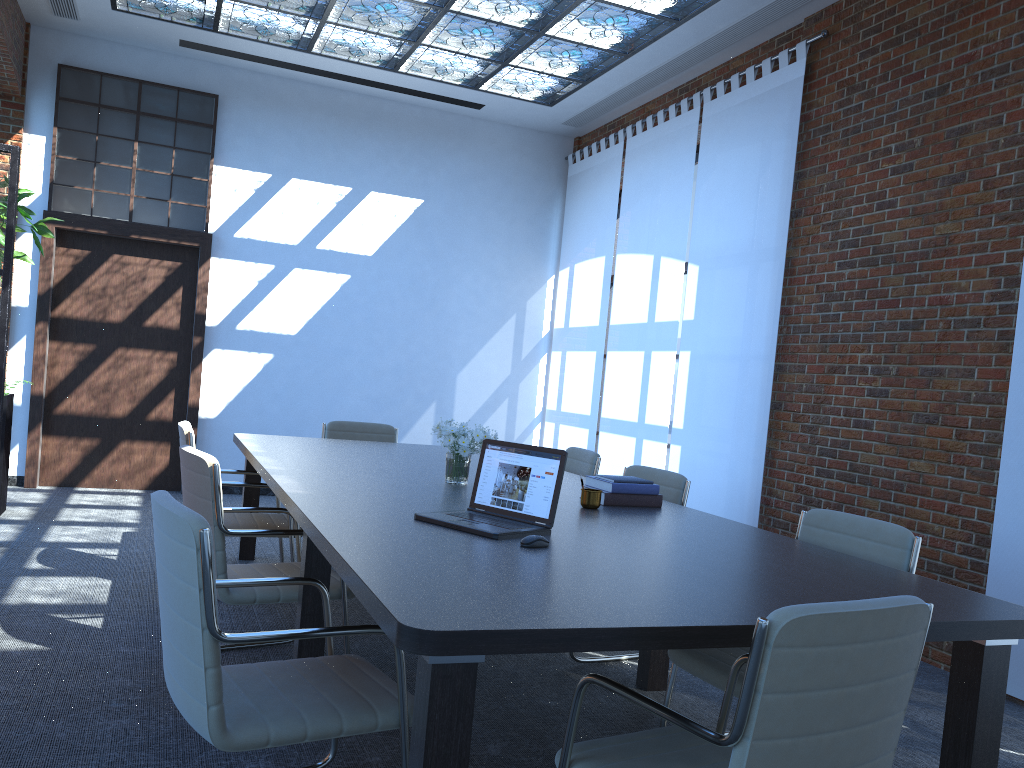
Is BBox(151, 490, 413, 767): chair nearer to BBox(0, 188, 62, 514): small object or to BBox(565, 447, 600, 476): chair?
BBox(565, 447, 600, 476): chair

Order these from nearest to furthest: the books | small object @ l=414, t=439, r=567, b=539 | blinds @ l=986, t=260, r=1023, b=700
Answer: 1. small object @ l=414, t=439, r=567, b=539
2. the books
3. blinds @ l=986, t=260, r=1023, b=700

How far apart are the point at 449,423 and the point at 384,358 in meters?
1.0

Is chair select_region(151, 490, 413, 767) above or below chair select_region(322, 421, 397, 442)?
below

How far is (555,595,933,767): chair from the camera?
1.68m

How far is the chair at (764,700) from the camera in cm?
168

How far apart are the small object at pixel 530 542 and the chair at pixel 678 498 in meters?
1.7

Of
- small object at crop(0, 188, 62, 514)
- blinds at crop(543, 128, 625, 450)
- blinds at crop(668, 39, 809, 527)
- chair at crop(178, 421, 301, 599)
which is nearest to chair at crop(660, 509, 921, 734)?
chair at crop(178, 421, 301, 599)

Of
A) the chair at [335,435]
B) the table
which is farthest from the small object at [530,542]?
the chair at [335,435]

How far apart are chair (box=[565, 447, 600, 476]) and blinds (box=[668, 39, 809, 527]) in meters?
1.3
